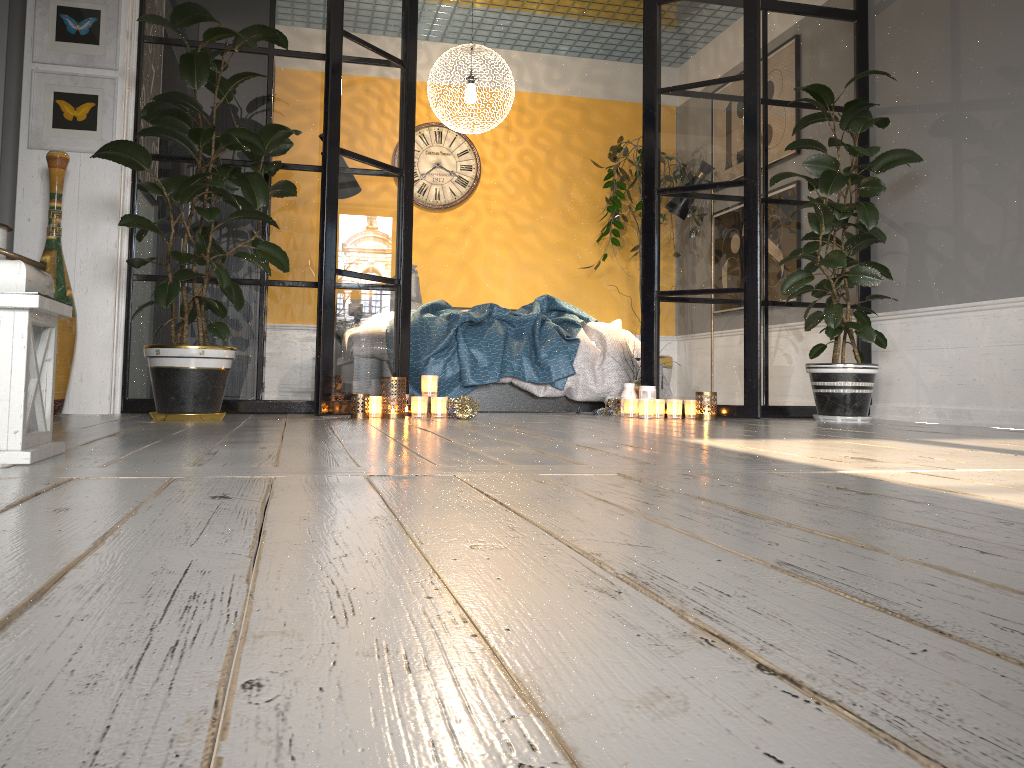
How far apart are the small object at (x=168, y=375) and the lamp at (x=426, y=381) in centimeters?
80cm

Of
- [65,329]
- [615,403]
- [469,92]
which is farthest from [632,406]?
[65,329]

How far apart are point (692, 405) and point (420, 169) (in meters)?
3.60

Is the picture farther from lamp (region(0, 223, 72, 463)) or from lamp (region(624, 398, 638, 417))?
lamp (region(624, 398, 638, 417))

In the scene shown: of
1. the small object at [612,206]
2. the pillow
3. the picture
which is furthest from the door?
the small object at [612,206]

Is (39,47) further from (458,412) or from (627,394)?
(627,394)

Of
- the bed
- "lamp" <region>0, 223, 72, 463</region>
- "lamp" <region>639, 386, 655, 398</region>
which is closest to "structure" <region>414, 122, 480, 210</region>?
the bed

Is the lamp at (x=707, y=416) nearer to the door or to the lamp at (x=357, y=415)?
the lamp at (x=357, y=415)

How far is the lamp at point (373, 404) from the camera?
4.01m

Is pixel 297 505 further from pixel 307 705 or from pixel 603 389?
pixel 603 389
